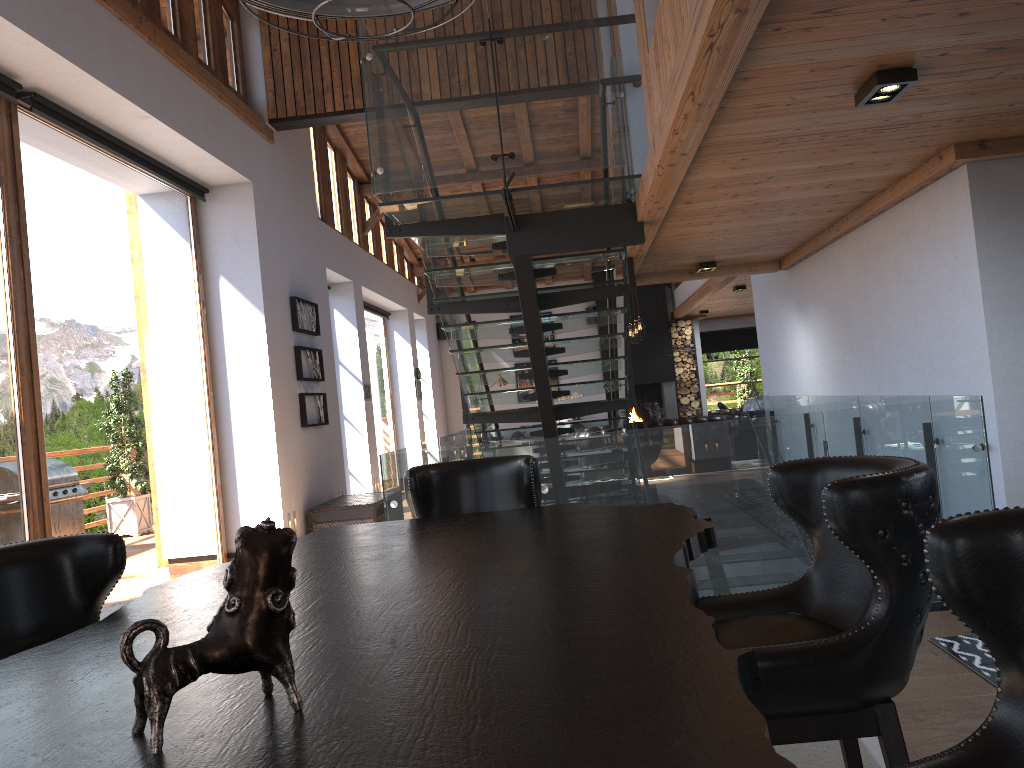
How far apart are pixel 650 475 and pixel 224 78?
5.7 meters

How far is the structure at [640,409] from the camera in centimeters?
1773cm

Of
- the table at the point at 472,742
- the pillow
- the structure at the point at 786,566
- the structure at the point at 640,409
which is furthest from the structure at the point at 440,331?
the table at the point at 472,742

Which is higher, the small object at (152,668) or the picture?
the picture

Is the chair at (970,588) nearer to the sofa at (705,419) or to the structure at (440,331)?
the sofa at (705,419)

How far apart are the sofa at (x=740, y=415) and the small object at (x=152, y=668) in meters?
13.4 m

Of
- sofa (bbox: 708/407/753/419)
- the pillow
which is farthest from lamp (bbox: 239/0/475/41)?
the pillow

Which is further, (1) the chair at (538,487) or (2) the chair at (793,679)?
(1) the chair at (538,487)

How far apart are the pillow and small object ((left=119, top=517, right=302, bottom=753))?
15.00m

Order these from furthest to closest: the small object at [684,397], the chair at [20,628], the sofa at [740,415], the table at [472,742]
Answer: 1. the small object at [684,397]
2. the sofa at [740,415]
3. the chair at [20,628]
4. the table at [472,742]
